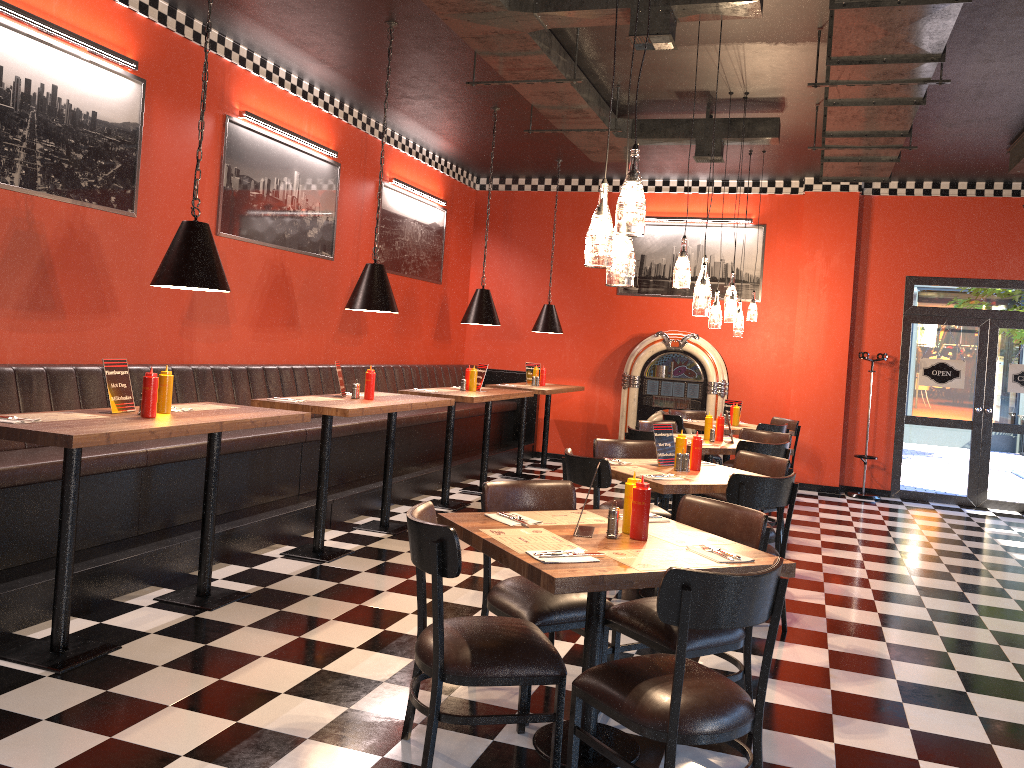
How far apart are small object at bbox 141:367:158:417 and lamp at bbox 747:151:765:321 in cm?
659

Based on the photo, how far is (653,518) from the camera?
3.7m

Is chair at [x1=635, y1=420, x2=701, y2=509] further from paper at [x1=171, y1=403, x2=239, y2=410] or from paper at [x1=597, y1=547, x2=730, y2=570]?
paper at [x1=597, y1=547, x2=730, y2=570]

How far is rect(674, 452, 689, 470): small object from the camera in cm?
532

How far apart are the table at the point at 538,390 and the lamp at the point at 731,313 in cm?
265

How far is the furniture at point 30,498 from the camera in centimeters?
443cm

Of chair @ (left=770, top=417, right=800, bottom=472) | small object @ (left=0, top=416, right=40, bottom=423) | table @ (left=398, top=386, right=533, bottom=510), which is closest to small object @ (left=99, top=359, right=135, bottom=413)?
small object @ (left=0, top=416, right=40, bottom=423)

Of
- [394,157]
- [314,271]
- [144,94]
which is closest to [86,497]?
[144,94]

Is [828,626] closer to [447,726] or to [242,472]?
[447,726]

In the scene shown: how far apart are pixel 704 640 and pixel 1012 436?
8.2m
